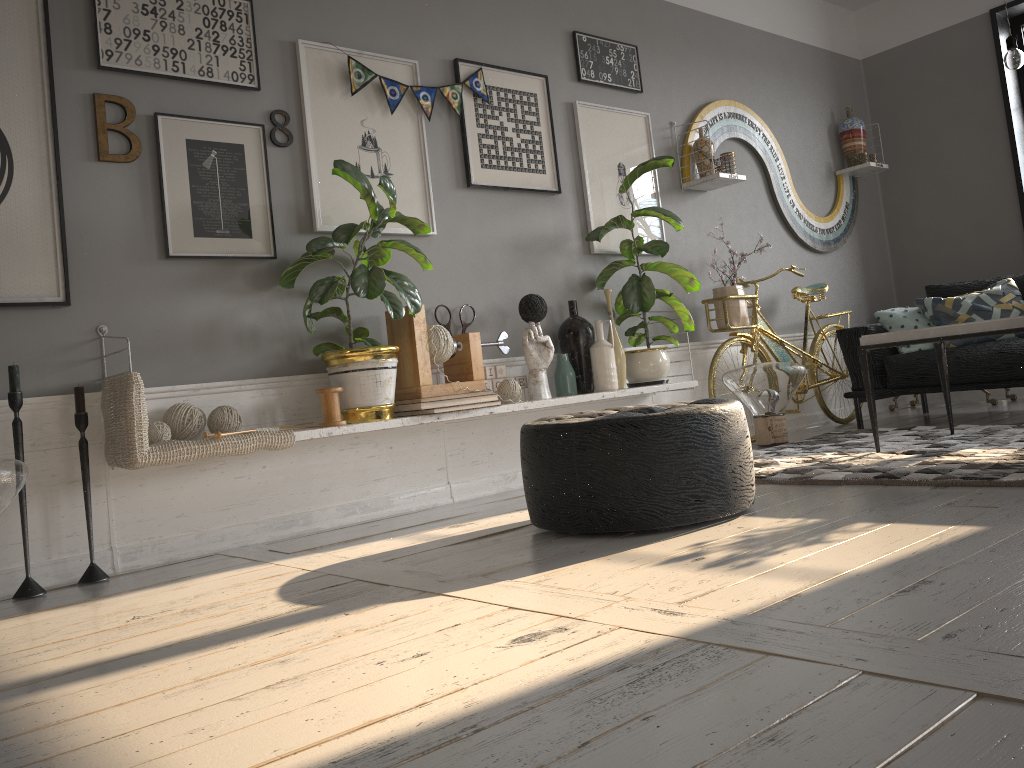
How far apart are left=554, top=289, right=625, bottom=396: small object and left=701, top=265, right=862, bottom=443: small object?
0.73m

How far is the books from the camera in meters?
3.4

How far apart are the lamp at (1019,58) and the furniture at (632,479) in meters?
1.9

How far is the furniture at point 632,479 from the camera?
2.5m

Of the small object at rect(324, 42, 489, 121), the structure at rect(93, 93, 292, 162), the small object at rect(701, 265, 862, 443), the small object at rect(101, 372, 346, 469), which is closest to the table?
the small object at rect(701, 265, 862, 443)

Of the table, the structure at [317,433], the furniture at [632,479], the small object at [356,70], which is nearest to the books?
the structure at [317,433]

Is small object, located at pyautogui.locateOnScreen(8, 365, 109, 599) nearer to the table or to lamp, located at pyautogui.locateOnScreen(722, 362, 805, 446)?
the table

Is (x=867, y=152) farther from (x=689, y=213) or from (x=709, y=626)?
(x=709, y=626)

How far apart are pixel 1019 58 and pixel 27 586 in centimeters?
392cm

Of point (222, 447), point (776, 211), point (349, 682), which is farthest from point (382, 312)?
point (776, 211)
